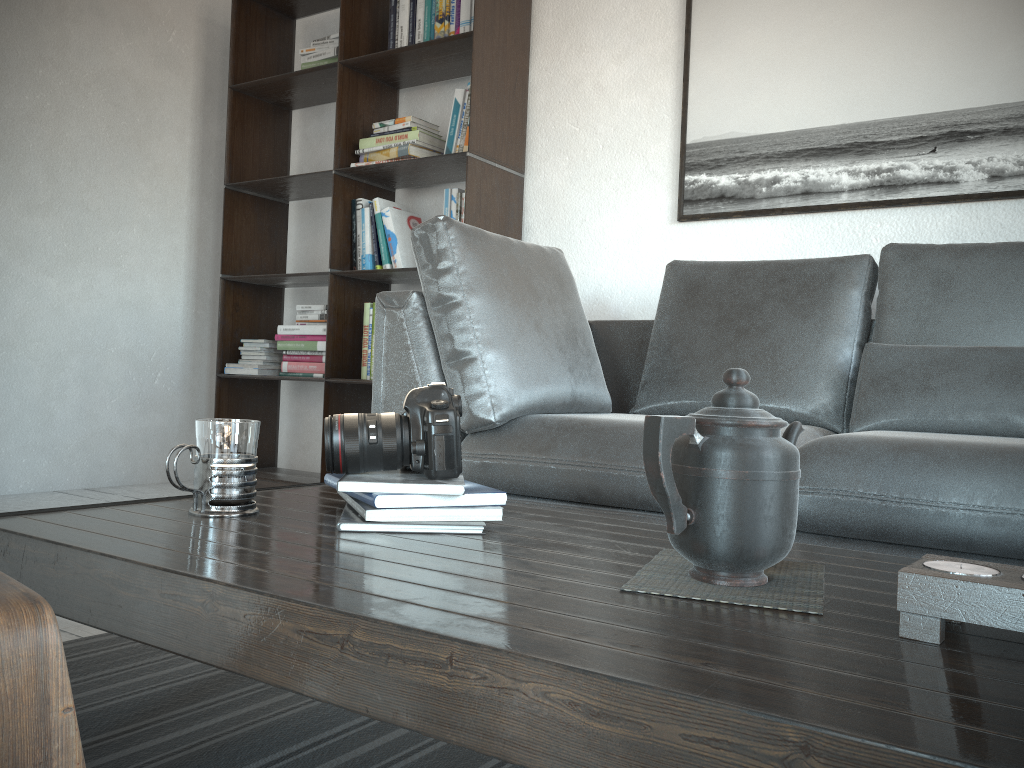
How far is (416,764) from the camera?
1.14m

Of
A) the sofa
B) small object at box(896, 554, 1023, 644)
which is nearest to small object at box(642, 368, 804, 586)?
small object at box(896, 554, 1023, 644)

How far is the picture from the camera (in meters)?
2.47

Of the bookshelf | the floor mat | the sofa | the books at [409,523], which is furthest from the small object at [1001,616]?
the bookshelf

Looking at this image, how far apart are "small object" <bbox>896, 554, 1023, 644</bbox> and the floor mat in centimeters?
66cm

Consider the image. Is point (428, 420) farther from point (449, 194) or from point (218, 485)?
point (449, 194)

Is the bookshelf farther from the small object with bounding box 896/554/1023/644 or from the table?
the small object with bounding box 896/554/1023/644

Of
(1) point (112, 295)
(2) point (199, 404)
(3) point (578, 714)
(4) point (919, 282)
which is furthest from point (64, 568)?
(2) point (199, 404)

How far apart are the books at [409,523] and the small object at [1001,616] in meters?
0.5

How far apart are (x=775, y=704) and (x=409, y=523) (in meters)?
0.57
